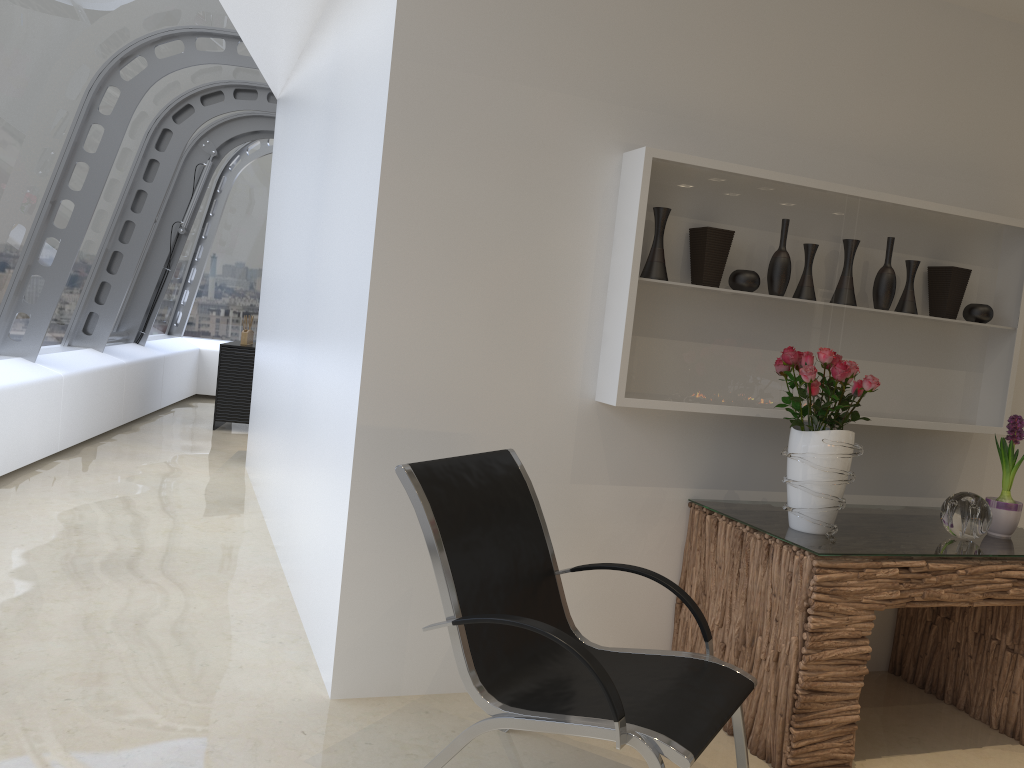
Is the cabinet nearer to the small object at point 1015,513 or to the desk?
the desk

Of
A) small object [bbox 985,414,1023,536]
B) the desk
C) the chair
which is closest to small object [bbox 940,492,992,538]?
the desk

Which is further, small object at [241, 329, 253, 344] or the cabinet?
small object at [241, 329, 253, 344]

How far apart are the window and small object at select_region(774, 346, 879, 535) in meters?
4.6 m

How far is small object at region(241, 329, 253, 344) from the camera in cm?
901

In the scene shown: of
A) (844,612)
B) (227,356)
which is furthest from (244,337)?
(844,612)

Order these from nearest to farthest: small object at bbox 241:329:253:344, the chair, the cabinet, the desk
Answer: the chair, the desk, the cabinet, small object at bbox 241:329:253:344

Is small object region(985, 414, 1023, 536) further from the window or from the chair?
the window

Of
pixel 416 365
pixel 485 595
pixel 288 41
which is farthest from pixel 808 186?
pixel 288 41

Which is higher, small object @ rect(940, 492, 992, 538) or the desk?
small object @ rect(940, 492, 992, 538)
